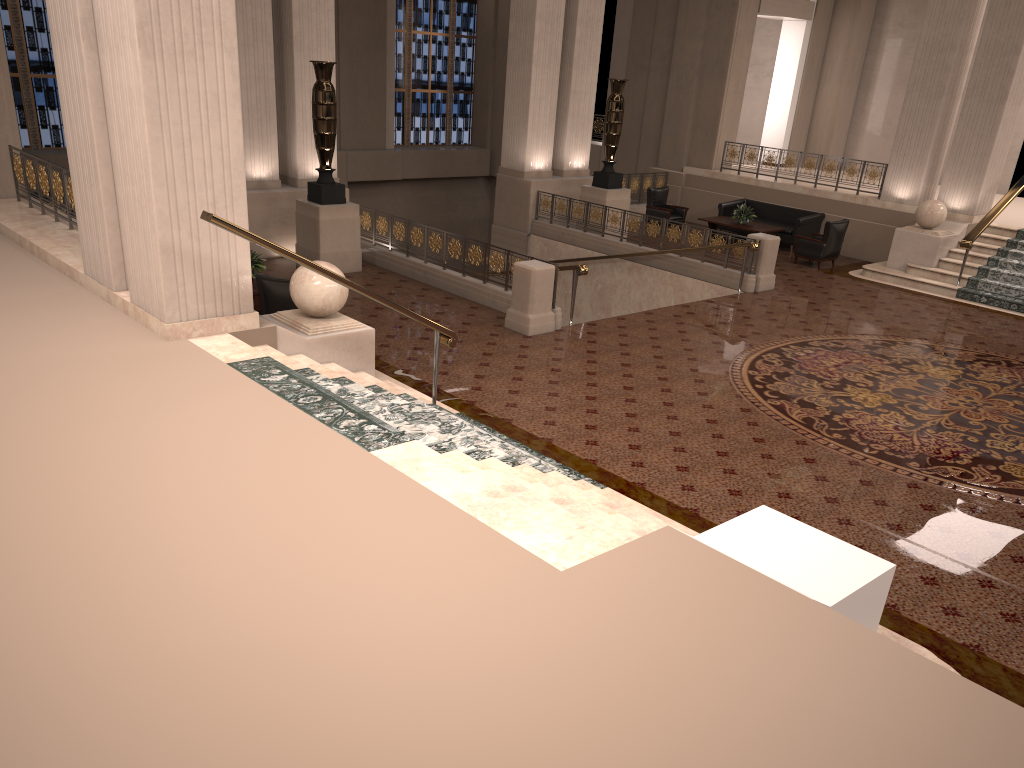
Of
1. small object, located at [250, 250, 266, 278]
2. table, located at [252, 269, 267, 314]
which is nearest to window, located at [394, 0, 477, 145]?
small object, located at [250, 250, 266, 278]

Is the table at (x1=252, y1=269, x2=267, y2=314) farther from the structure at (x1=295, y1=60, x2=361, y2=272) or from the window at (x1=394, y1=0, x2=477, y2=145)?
the window at (x1=394, y1=0, x2=477, y2=145)

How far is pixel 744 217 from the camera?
17.2m

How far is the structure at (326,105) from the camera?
12.5m

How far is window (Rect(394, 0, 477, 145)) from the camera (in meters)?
23.07

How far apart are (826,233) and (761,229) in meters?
1.5

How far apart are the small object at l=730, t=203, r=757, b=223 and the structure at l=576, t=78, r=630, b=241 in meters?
2.2

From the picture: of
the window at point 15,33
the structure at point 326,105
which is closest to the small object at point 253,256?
the structure at point 326,105

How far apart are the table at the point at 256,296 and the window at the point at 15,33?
10.9 meters

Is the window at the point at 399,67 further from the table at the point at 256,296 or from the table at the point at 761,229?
the table at the point at 256,296
